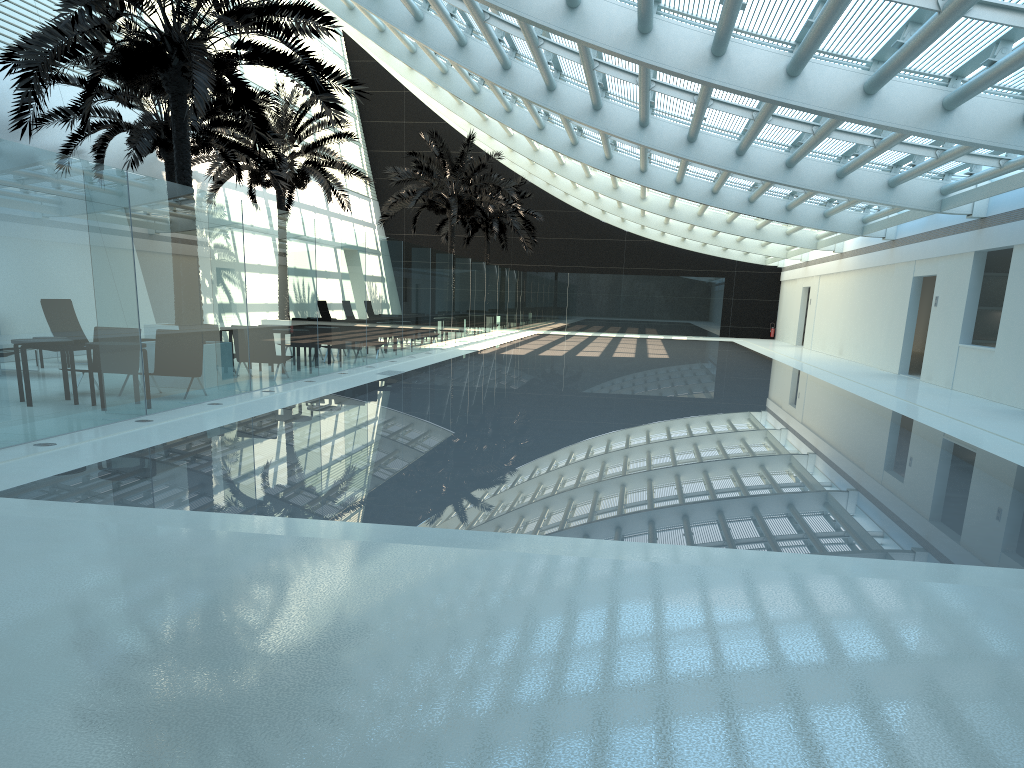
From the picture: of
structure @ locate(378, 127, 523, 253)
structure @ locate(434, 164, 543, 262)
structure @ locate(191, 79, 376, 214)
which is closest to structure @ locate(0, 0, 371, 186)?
structure @ locate(191, 79, 376, 214)

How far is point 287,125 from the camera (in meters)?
23.46

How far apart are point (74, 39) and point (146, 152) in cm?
608

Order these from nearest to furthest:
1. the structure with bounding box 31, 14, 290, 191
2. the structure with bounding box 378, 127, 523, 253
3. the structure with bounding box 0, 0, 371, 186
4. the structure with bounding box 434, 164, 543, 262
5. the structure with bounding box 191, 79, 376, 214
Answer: the structure with bounding box 0, 0, 371, 186
the structure with bounding box 31, 14, 290, 191
the structure with bounding box 191, 79, 376, 214
the structure with bounding box 378, 127, 523, 253
the structure with bounding box 434, 164, 543, 262

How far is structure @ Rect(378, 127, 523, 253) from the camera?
30.3 meters

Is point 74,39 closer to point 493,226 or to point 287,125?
point 287,125

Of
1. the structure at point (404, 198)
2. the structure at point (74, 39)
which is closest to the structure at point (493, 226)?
the structure at point (404, 198)

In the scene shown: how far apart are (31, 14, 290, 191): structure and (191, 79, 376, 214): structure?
1.8 meters

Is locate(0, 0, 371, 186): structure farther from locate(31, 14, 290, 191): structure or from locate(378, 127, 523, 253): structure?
locate(378, 127, 523, 253): structure

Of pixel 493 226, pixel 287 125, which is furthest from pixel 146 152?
pixel 493 226
